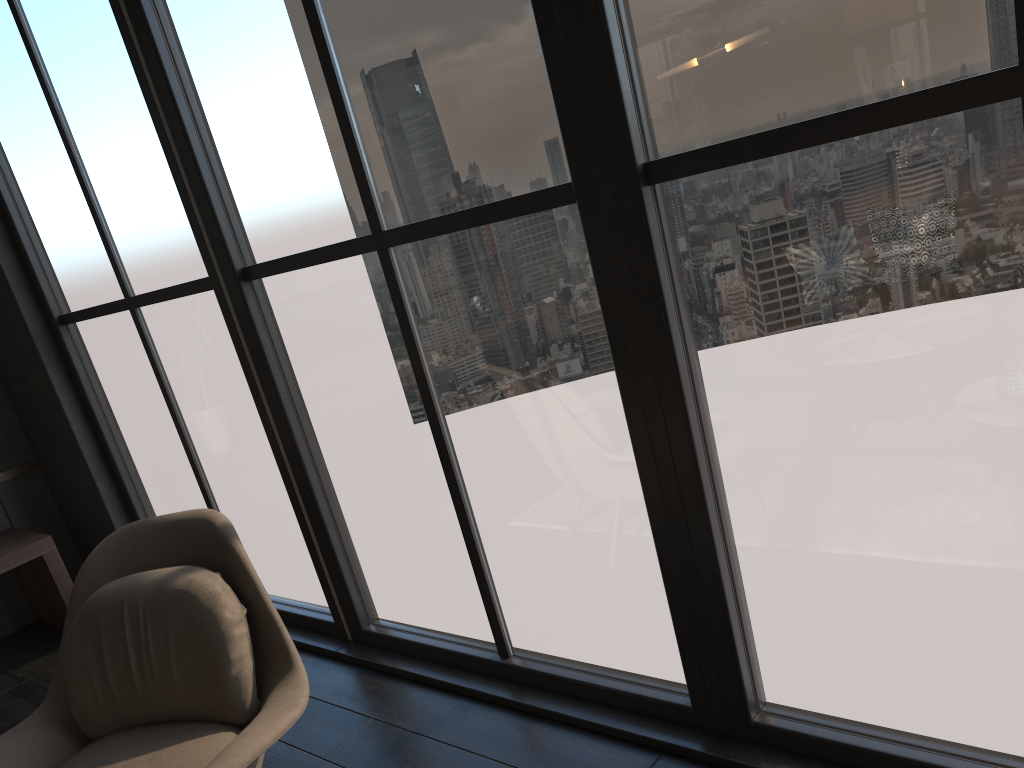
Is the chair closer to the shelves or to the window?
the window

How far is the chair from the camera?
2.0m

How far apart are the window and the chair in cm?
57

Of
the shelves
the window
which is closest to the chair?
the window

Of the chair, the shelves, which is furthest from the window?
the chair

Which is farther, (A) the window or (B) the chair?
(B) the chair

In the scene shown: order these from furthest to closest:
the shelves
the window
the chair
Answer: the shelves, the chair, the window

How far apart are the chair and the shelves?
1.82m

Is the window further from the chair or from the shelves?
the chair

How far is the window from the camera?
1.5 meters
